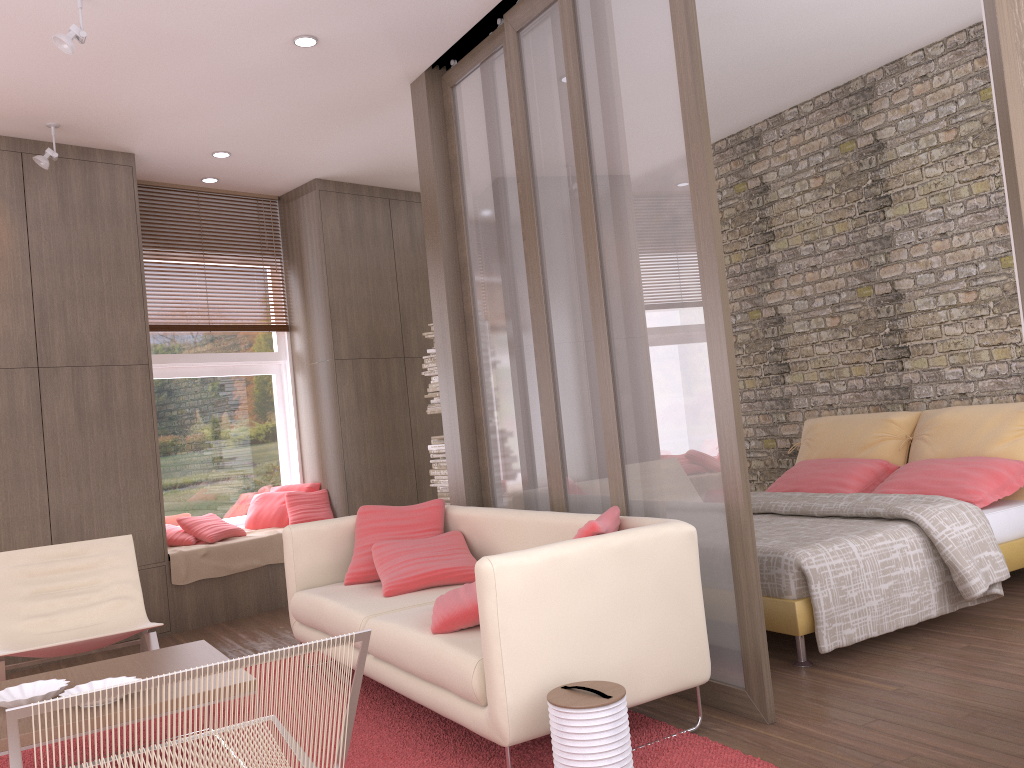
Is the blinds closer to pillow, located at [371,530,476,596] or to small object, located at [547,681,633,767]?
pillow, located at [371,530,476,596]

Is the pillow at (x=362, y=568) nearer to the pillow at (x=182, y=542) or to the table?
the table

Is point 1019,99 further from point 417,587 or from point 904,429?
point 904,429

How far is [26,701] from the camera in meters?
2.9

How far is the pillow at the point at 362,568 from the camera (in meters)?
4.44

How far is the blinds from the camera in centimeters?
658cm

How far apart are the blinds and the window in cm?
11

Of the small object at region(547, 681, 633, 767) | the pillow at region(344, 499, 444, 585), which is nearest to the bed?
the small object at region(547, 681, 633, 767)

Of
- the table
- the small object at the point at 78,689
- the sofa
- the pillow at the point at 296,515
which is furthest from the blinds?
the small object at the point at 78,689

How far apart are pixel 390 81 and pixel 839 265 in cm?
329
